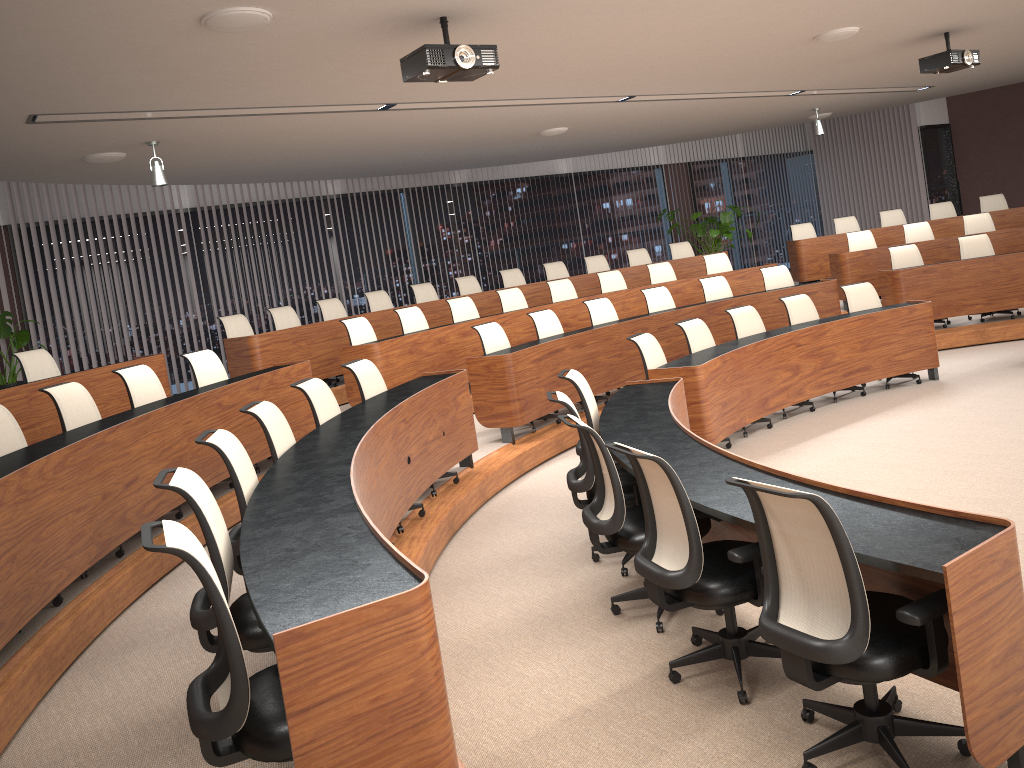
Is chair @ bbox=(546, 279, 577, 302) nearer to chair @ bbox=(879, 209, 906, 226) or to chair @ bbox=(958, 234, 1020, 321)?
chair @ bbox=(958, 234, 1020, 321)

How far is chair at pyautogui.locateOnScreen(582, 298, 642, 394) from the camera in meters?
8.8

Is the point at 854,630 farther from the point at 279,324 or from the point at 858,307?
the point at 279,324

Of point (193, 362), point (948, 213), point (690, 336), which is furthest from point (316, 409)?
point (948, 213)

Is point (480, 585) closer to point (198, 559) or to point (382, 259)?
point (198, 559)

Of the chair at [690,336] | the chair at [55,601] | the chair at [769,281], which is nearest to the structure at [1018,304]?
the chair at [769,281]

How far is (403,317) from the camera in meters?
9.0

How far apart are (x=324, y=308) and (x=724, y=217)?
7.14m

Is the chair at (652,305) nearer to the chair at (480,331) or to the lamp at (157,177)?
the chair at (480,331)

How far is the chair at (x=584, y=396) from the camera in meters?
5.3 m
